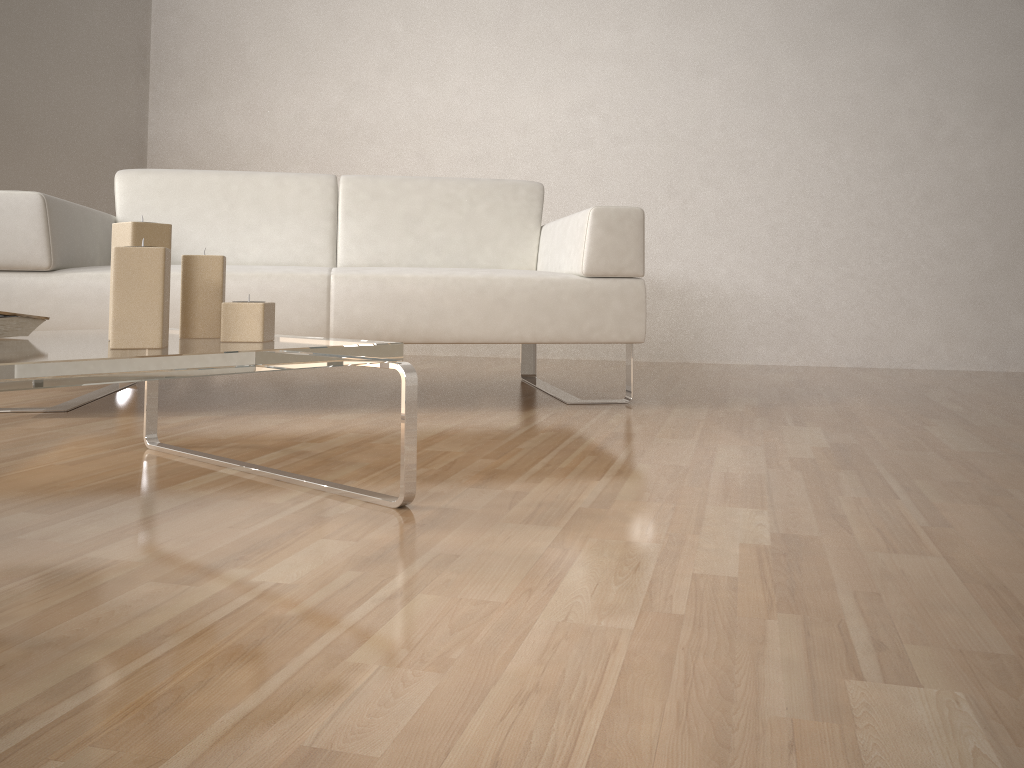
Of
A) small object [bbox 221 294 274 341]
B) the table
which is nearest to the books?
the table

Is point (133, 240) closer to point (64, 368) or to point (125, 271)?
point (125, 271)

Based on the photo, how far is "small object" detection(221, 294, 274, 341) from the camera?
1.3 meters

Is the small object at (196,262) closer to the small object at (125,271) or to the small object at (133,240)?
the small object at (133,240)

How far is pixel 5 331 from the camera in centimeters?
138cm

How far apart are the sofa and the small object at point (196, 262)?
0.9m

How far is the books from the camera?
1.4 meters

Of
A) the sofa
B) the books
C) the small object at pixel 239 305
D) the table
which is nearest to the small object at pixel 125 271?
the table

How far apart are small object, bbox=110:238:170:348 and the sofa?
1.1m

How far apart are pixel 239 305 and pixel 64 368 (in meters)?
0.38
